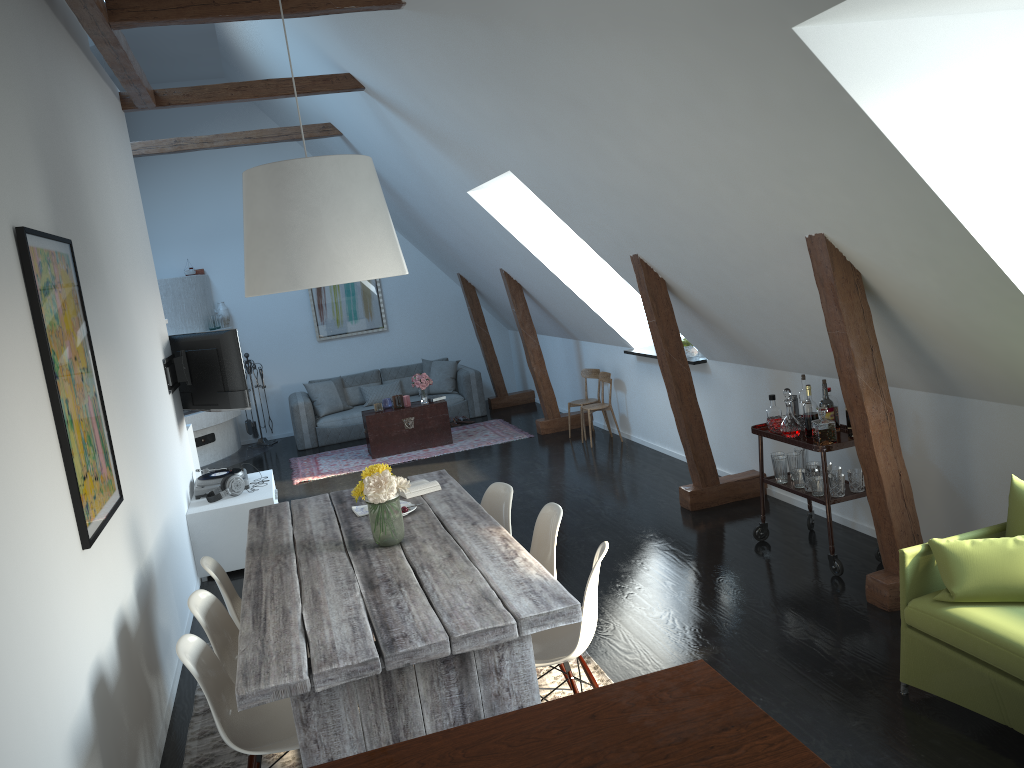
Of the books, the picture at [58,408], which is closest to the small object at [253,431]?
the books

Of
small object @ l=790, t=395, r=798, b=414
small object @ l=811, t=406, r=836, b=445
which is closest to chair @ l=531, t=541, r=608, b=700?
small object @ l=811, t=406, r=836, b=445

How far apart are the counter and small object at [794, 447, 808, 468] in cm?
351

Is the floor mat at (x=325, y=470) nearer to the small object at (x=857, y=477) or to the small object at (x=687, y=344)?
the small object at (x=687, y=344)

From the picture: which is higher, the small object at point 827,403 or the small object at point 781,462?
the small object at point 827,403

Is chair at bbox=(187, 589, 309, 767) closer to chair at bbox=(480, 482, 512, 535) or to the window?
chair at bbox=(480, 482, 512, 535)

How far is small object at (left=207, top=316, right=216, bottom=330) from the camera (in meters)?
11.08

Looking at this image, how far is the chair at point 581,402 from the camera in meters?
9.2 m

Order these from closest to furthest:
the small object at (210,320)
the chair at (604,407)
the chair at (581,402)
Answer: the chair at (604,407) → the chair at (581,402) → the small object at (210,320)

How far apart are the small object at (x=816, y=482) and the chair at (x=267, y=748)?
3.1 meters
